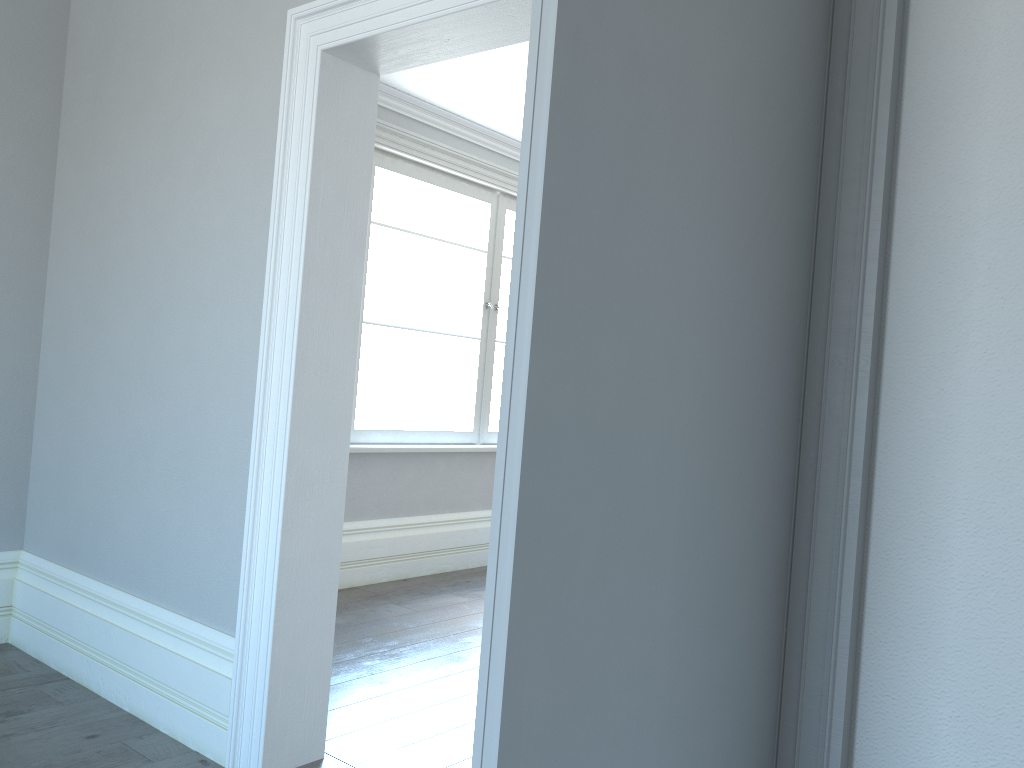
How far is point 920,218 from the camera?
1.5 meters
